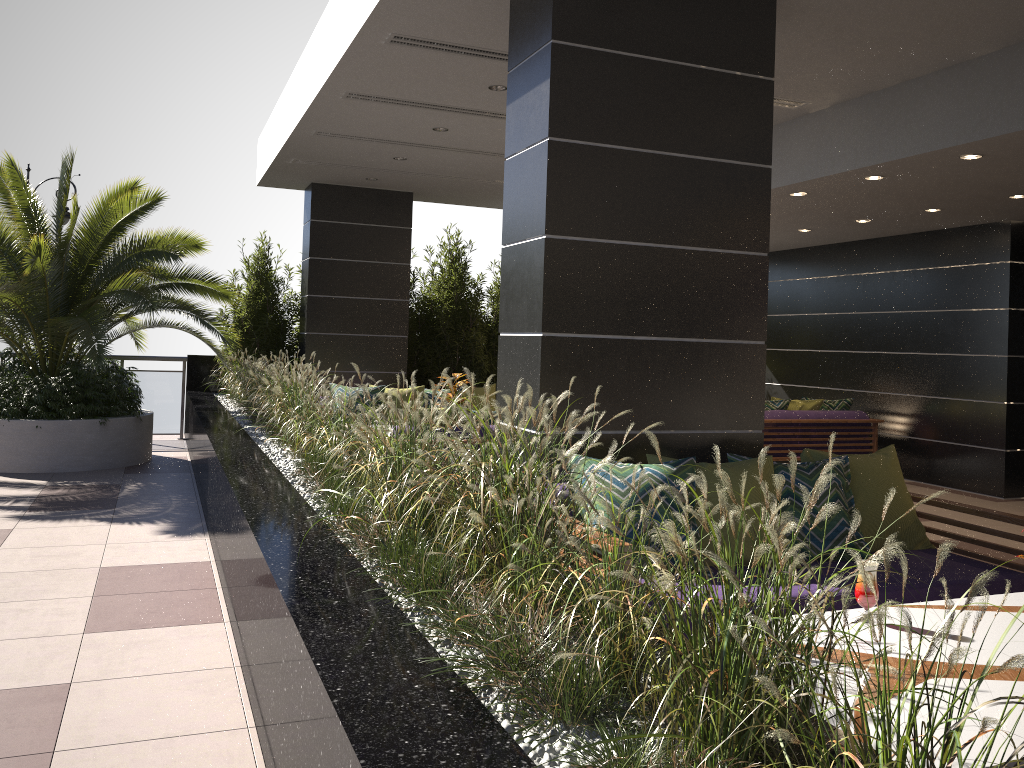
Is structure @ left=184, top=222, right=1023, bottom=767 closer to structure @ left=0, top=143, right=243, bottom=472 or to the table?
the table

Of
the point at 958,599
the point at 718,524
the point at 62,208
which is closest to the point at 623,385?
the point at 718,524

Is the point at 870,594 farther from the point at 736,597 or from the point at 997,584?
the point at 997,584

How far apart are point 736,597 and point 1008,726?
0.9 meters

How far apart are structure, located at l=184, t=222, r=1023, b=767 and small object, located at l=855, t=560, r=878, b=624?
0.7m

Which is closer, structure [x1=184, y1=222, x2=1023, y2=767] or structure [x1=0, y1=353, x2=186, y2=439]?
structure [x1=184, y1=222, x2=1023, y2=767]

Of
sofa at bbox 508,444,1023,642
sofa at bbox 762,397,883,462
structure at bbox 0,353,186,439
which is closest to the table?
sofa at bbox 508,444,1023,642

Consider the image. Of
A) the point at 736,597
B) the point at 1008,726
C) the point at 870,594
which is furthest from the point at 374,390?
the point at 736,597

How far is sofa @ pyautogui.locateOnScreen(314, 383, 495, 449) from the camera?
9.2m

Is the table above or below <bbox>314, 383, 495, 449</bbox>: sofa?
below
